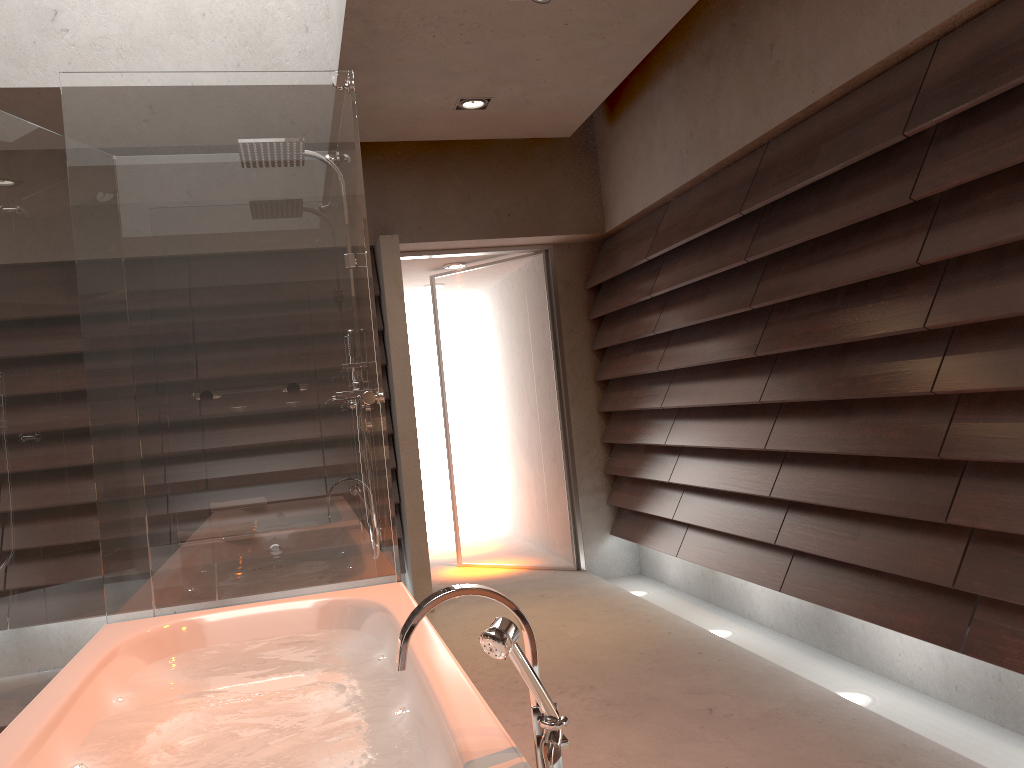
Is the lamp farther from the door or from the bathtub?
the bathtub

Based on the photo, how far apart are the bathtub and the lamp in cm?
243

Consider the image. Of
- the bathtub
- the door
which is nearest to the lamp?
the door

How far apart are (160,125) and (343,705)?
1.9m

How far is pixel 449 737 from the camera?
1.5 meters

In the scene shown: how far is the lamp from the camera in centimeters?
423cm

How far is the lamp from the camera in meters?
4.2

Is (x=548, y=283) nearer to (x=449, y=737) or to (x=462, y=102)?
(x=462, y=102)

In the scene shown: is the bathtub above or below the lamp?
below

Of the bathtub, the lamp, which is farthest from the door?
the bathtub
